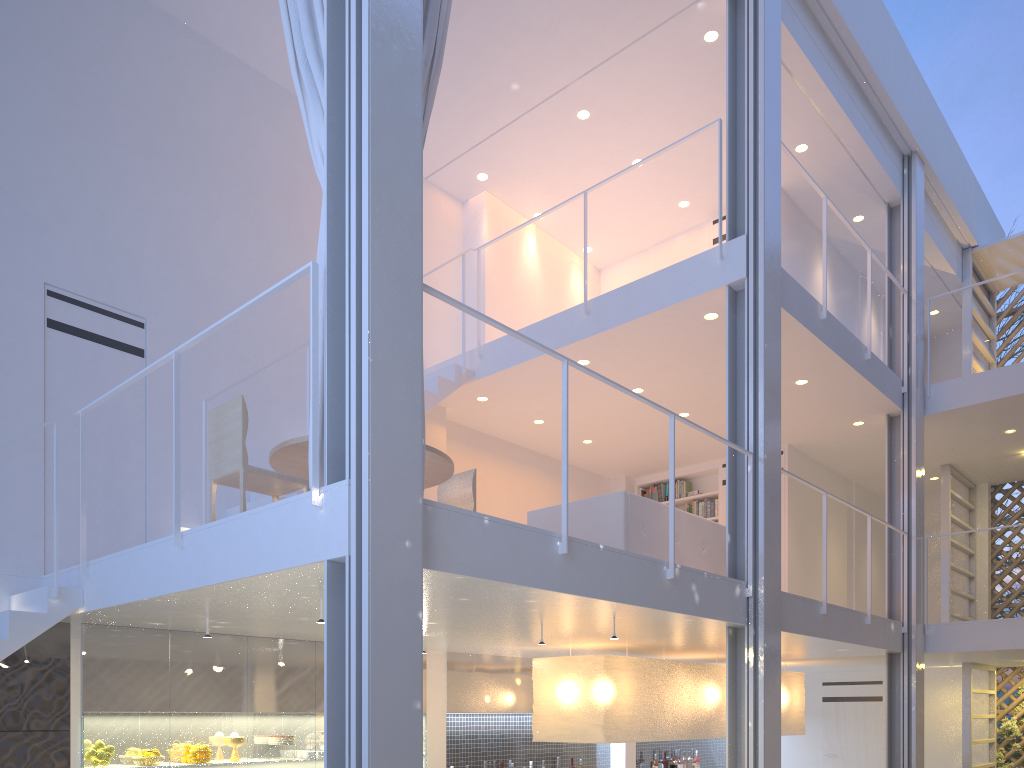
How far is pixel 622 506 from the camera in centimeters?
320cm

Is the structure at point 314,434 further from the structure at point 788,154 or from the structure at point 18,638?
the structure at point 788,154

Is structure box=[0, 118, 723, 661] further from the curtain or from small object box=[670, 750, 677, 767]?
small object box=[670, 750, 677, 767]

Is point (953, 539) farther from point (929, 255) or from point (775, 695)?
point (775, 695)

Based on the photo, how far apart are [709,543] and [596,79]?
2.3 meters

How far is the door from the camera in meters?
6.1

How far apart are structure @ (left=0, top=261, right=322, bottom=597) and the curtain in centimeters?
17cm

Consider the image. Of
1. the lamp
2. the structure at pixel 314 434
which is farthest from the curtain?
the lamp

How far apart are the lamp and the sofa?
0.58m

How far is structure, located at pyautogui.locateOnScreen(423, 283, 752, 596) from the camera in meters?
2.2
